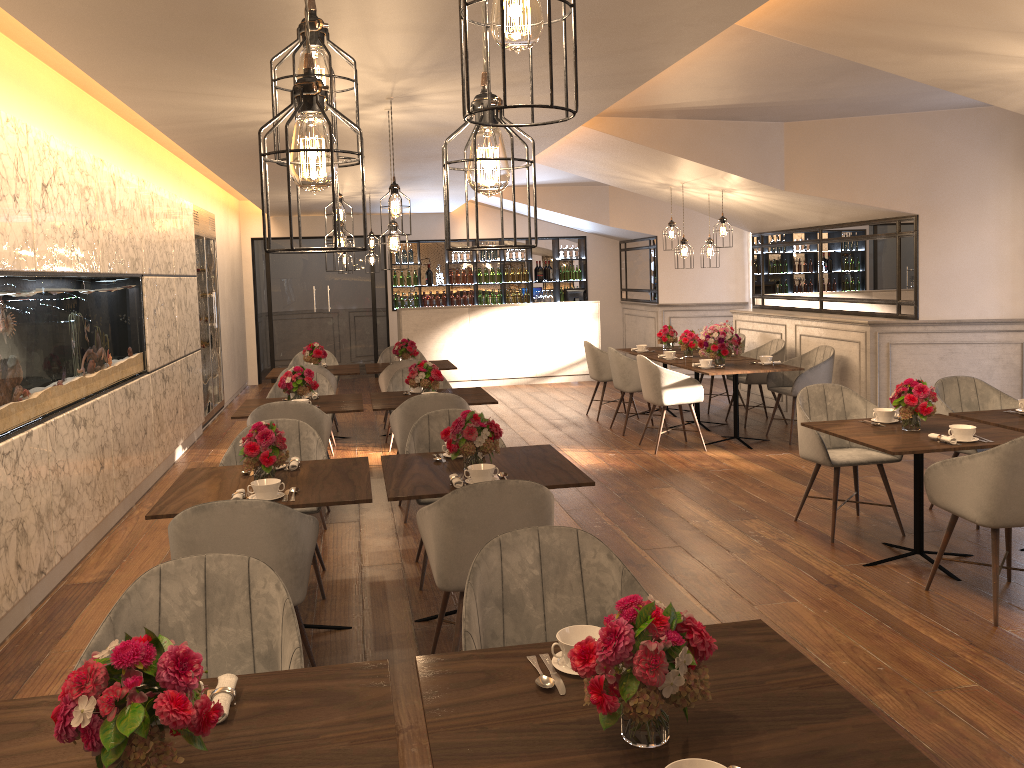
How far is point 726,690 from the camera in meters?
2.0 m

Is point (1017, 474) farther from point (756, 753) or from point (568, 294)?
point (568, 294)

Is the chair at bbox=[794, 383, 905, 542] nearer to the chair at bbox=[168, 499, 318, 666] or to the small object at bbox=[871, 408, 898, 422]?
the small object at bbox=[871, 408, 898, 422]

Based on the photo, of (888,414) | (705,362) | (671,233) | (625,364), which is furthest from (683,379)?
(888,414)

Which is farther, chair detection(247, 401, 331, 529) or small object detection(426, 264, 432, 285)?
small object detection(426, 264, 432, 285)

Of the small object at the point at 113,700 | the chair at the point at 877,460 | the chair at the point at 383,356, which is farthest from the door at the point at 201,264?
the small object at the point at 113,700

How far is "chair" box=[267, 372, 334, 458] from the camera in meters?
7.3

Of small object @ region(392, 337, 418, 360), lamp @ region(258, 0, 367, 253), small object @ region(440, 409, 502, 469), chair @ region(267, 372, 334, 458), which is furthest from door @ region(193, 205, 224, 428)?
lamp @ region(258, 0, 367, 253)

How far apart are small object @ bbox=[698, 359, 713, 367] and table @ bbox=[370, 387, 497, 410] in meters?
2.3 m

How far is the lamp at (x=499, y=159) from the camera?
1.6 meters
